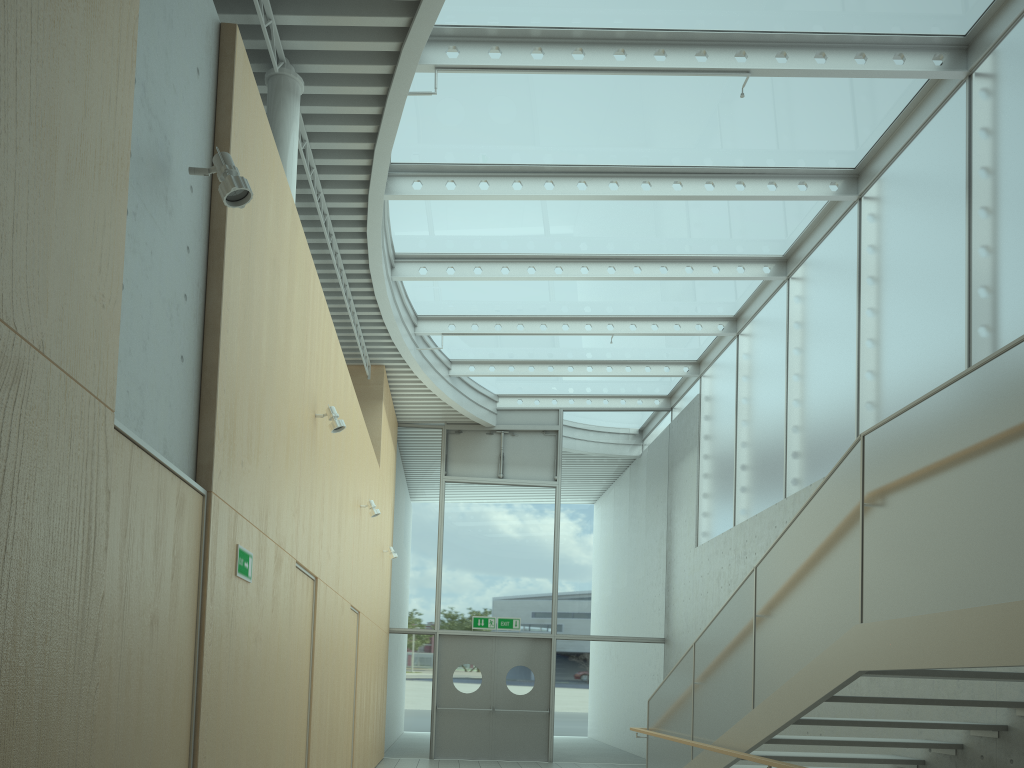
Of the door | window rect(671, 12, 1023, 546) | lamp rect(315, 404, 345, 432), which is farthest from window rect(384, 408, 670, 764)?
lamp rect(315, 404, 345, 432)

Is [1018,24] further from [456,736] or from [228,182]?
[456,736]

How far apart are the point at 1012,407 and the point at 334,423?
4.4 meters

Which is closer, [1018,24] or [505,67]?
[1018,24]

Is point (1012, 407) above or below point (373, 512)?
below

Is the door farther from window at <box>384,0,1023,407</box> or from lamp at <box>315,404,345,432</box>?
lamp at <box>315,404,345,432</box>

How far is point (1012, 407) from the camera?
3.36m

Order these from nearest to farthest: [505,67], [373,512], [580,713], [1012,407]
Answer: Answer: [1012,407]
[505,67]
[373,512]
[580,713]

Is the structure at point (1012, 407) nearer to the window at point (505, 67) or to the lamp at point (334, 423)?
the lamp at point (334, 423)

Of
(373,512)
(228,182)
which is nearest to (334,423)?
(228,182)
